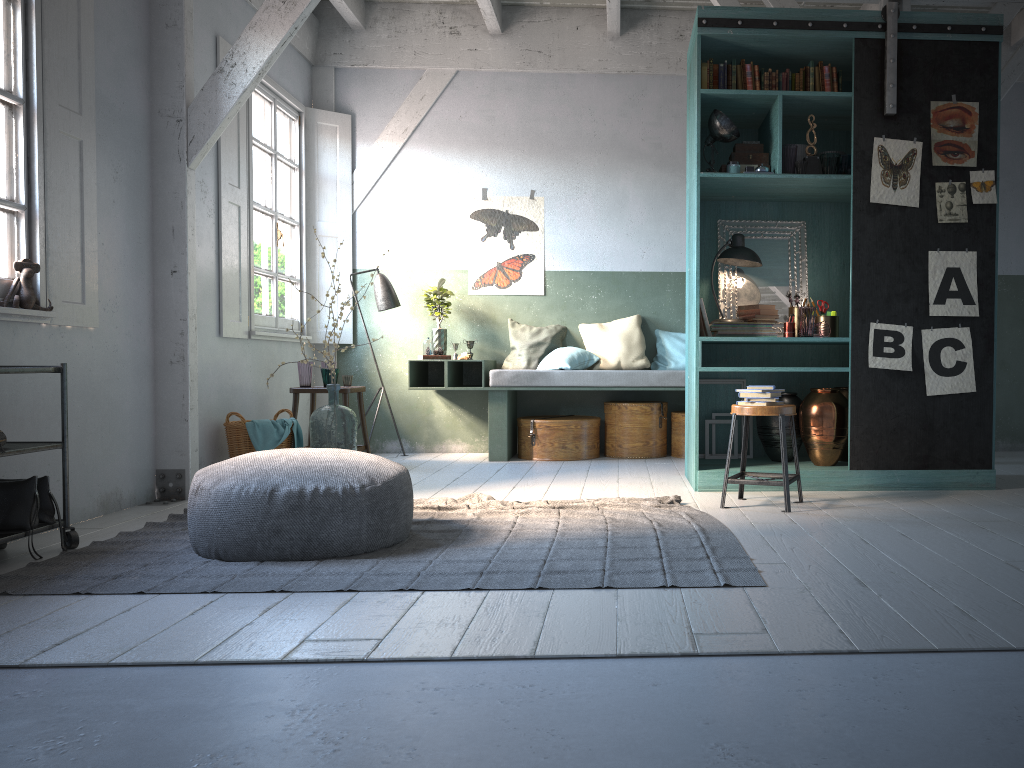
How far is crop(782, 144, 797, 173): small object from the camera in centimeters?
593cm

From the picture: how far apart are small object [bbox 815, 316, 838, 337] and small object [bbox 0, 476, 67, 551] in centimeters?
491cm

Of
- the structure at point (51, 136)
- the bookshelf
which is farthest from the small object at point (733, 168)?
the structure at point (51, 136)

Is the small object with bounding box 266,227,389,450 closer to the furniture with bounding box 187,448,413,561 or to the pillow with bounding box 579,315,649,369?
the furniture with bounding box 187,448,413,561

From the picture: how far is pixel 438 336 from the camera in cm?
858

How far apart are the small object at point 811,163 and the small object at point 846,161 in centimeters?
20cm

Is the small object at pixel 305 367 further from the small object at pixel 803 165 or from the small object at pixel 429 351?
the small object at pixel 803 165

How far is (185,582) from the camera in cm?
374

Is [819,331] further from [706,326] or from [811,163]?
[811,163]

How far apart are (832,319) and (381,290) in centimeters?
427cm
